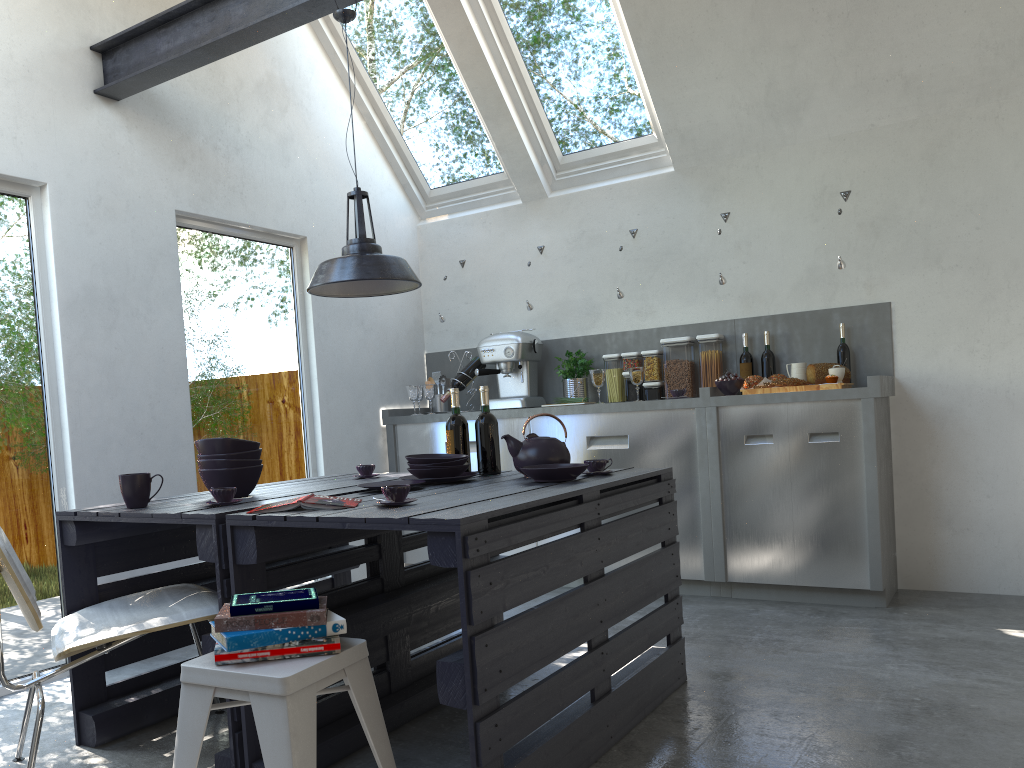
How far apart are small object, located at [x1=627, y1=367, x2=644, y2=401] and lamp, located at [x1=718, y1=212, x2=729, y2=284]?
0.7 meters

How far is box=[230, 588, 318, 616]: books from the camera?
1.9 meters

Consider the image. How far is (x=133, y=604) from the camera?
2.7 meters

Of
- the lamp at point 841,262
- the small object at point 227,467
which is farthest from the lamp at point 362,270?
the lamp at point 841,262

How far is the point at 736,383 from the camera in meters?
4.6

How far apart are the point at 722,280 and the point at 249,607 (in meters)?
3.55

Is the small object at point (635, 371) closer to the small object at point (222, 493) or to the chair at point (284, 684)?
the small object at point (222, 493)

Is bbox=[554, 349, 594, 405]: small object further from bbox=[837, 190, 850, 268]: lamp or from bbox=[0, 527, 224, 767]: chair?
bbox=[0, 527, 224, 767]: chair

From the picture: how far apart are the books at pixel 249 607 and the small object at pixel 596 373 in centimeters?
309cm

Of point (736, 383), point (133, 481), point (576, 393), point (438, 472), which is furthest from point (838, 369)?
point (133, 481)
